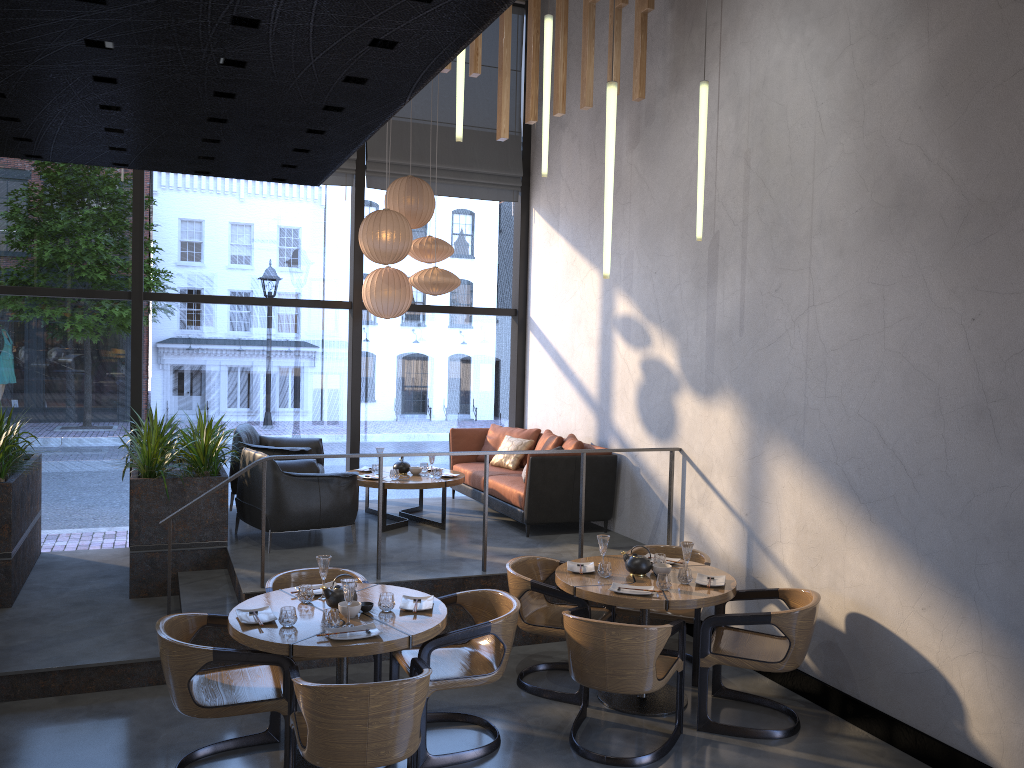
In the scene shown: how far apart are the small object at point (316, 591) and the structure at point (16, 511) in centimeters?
221cm

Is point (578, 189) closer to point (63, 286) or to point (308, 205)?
point (308, 205)

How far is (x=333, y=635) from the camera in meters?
4.1 m

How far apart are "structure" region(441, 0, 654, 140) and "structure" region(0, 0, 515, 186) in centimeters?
565cm

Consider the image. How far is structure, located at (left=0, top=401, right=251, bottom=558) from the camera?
6.5 meters

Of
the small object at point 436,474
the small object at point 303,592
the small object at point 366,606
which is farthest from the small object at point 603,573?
the small object at point 436,474

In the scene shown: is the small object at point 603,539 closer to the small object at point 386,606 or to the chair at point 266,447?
the small object at point 386,606

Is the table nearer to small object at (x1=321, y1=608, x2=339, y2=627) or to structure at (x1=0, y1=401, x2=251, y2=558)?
small object at (x1=321, y1=608, x2=339, y2=627)

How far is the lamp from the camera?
4.6m

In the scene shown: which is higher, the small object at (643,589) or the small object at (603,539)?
the small object at (603,539)
